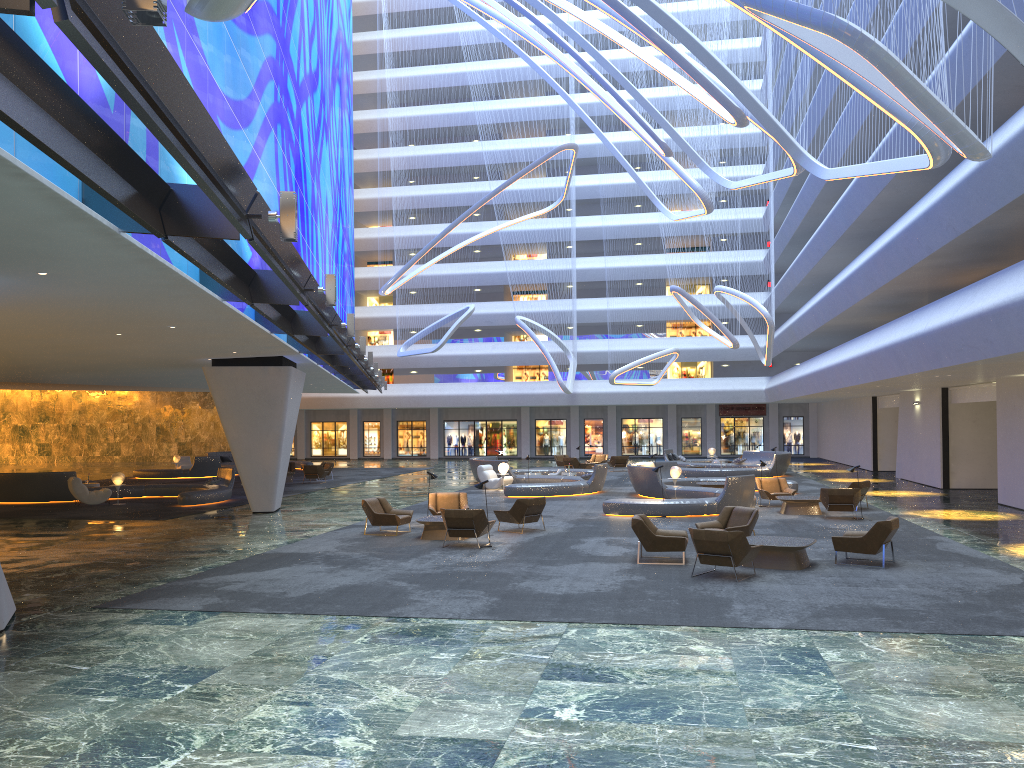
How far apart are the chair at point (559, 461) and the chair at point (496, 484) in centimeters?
1217cm

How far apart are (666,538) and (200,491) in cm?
1699

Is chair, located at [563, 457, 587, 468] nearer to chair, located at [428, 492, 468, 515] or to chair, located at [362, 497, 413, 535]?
chair, located at [428, 492, 468, 515]

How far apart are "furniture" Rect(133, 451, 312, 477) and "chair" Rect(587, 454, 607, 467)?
15.8m

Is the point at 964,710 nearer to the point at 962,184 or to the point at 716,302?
the point at 962,184

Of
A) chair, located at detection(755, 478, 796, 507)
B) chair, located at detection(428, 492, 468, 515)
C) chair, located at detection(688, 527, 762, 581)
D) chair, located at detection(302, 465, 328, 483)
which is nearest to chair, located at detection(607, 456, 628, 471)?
chair, located at detection(302, 465, 328, 483)

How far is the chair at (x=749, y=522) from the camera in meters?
16.0 m

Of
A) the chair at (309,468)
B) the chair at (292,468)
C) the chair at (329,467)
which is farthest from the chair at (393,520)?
the chair at (292,468)

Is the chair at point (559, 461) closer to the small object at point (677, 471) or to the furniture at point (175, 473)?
the furniture at point (175, 473)

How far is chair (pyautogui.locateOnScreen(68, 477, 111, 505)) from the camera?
26.7m
